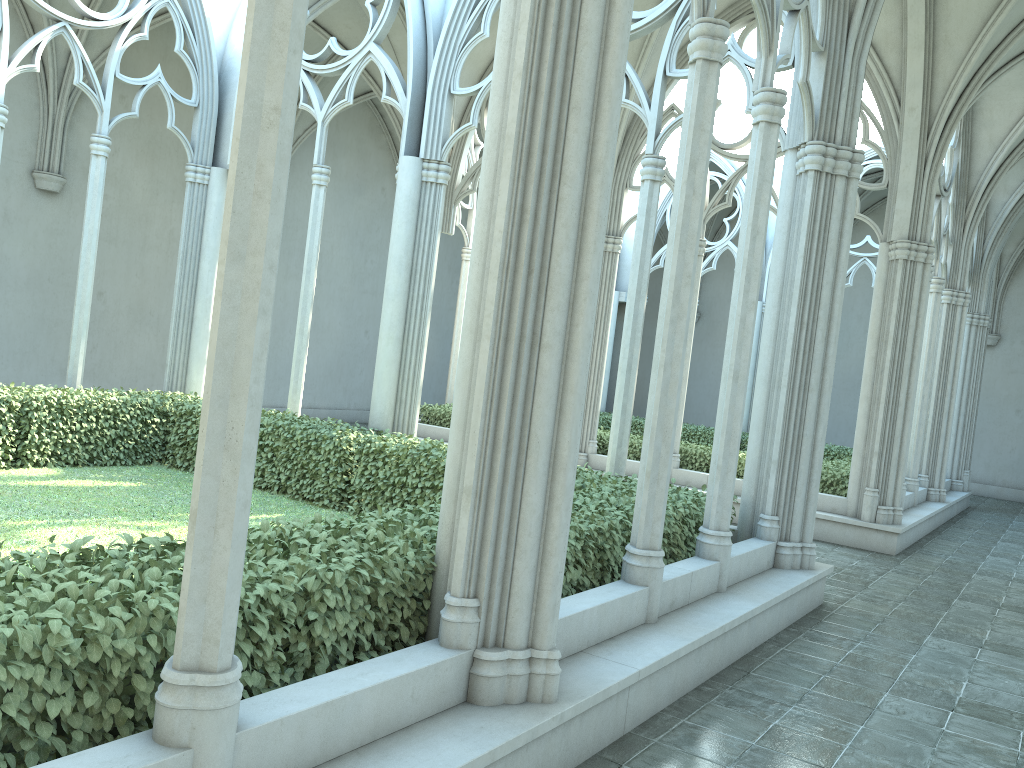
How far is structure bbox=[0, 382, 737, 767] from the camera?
2.7m

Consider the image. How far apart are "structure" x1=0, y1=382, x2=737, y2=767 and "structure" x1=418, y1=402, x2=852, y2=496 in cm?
529

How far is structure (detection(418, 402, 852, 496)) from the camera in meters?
12.6

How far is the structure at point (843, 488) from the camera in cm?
1258

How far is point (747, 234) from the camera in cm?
650

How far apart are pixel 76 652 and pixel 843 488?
11.6 meters

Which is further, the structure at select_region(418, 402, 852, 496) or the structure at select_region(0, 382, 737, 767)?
the structure at select_region(418, 402, 852, 496)

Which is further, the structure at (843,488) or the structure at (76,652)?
the structure at (843,488)

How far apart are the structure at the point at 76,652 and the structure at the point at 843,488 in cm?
529
